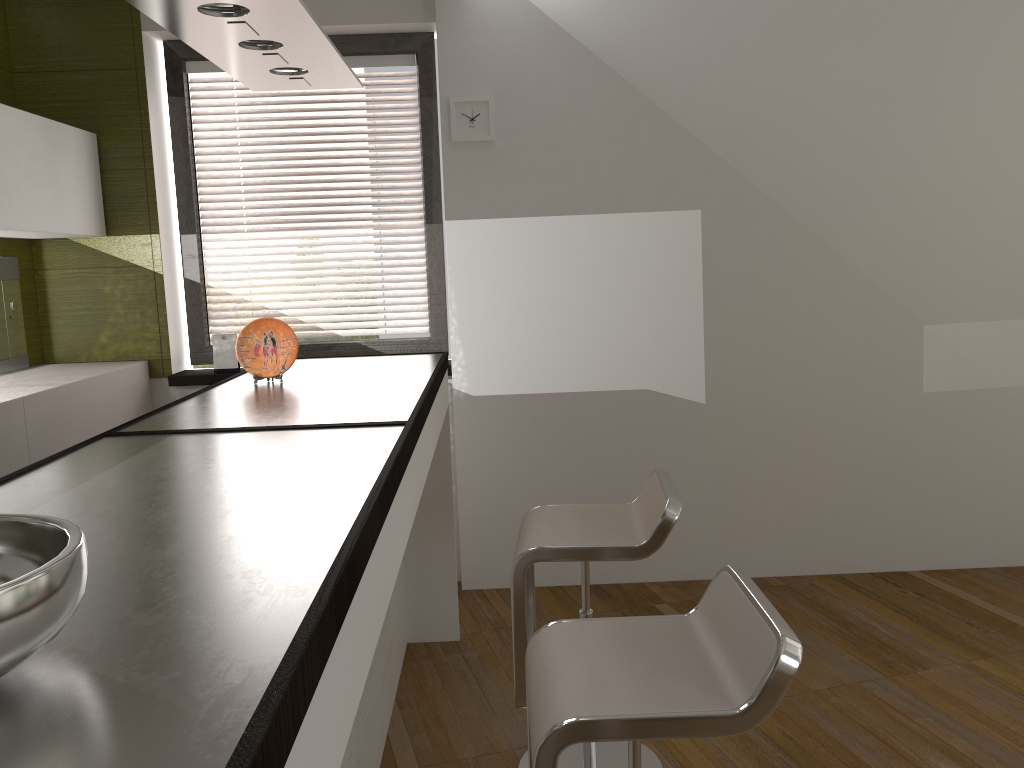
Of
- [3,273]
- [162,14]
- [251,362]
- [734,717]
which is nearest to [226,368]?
[3,273]

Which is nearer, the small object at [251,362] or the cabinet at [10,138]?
the small object at [251,362]

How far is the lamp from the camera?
1.8m

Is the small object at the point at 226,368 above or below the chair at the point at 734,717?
above

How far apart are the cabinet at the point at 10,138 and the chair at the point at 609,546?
2.1 meters

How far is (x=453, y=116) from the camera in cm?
369

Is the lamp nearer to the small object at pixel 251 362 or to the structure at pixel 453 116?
the small object at pixel 251 362

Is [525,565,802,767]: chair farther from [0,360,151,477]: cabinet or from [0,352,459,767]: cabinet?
[0,360,151,477]: cabinet

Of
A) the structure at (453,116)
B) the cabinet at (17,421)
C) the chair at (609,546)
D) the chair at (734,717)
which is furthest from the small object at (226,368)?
the chair at (734,717)

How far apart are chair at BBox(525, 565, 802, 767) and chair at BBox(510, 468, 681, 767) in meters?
0.4 m
